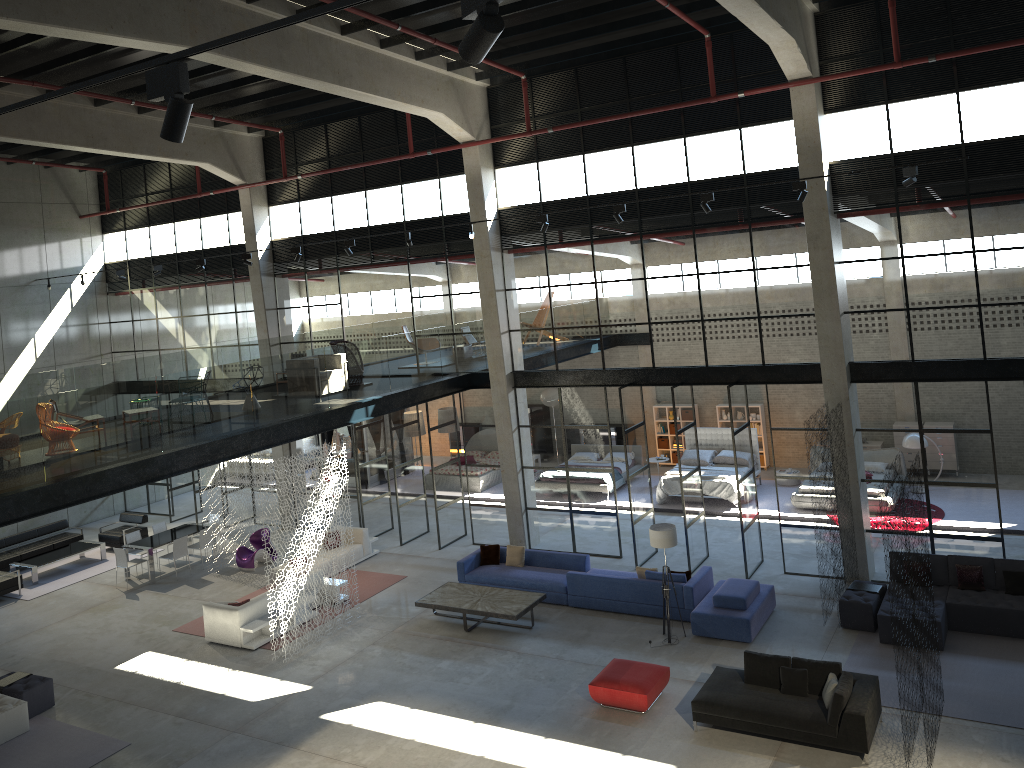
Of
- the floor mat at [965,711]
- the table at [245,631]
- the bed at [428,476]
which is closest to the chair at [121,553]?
the table at [245,631]

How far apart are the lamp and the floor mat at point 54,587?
13.82m

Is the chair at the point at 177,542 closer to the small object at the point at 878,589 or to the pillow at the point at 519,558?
the pillow at the point at 519,558

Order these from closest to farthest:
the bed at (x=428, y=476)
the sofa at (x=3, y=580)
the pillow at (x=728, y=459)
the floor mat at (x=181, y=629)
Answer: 1. the floor mat at (x=181, y=629)
2. the sofa at (x=3, y=580)
3. the pillow at (x=728, y=459)
4. the bed at (x=428, y=476)

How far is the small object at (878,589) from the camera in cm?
1430

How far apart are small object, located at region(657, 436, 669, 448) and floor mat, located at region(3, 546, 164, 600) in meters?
15.0 m

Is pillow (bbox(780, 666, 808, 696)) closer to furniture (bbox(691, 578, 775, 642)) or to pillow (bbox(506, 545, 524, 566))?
furniture (bbox(691, 578, 775, 642))

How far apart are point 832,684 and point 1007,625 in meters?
4.1 m

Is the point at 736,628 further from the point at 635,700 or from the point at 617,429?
the point at 617,429

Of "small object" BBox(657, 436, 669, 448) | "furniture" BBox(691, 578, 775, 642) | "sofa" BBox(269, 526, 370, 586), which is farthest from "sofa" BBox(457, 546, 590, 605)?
"small object" BBox(657, 436, 669, 448)
